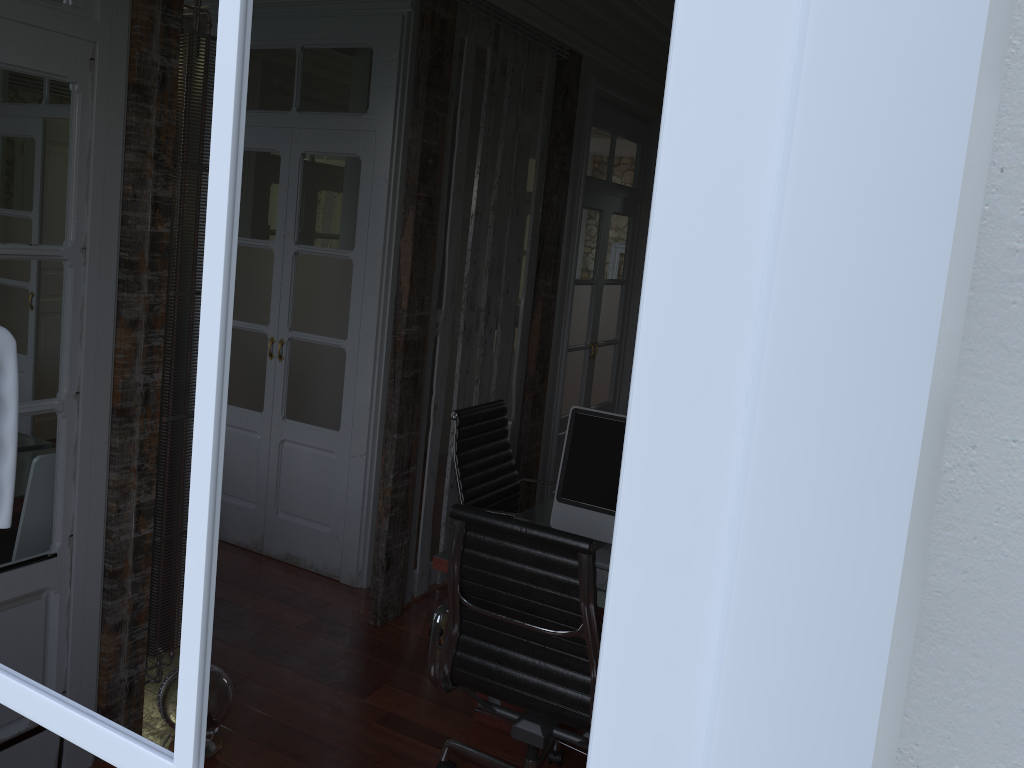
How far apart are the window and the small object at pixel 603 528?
2.3m

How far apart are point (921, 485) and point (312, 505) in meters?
4.4

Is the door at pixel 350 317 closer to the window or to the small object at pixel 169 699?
the small object at pixel 169 699

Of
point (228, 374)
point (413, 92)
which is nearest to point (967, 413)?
point (228, 374)

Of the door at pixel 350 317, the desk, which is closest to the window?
the desk

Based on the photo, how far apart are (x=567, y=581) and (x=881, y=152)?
2.1m

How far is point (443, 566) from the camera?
2.8m

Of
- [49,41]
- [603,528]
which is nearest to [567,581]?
[603,528]

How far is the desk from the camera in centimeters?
284cm

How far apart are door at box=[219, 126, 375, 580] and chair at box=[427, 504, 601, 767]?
1.6 meters
